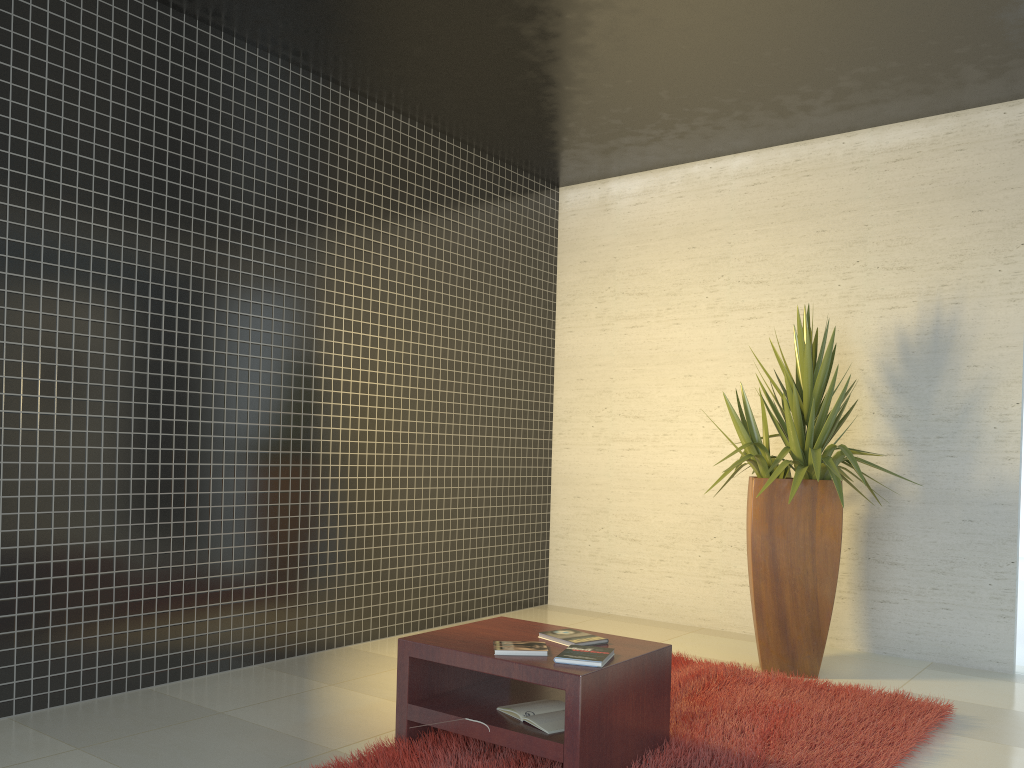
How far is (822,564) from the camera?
4.7m

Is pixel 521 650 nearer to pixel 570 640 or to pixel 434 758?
pixel 570 640

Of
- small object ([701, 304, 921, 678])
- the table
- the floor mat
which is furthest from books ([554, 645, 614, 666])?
small object ([701, 304, 921, 678])

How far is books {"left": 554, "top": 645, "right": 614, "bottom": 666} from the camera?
3.0m

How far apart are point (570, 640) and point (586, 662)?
0.32m

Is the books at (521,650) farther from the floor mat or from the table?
the floor mat

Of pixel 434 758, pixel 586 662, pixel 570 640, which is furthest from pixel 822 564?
pixel 434 758

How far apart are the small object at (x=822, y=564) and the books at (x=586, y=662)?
1.8m

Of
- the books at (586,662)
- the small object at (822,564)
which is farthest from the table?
the small object at (822,564)

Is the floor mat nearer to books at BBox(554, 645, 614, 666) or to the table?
the table
